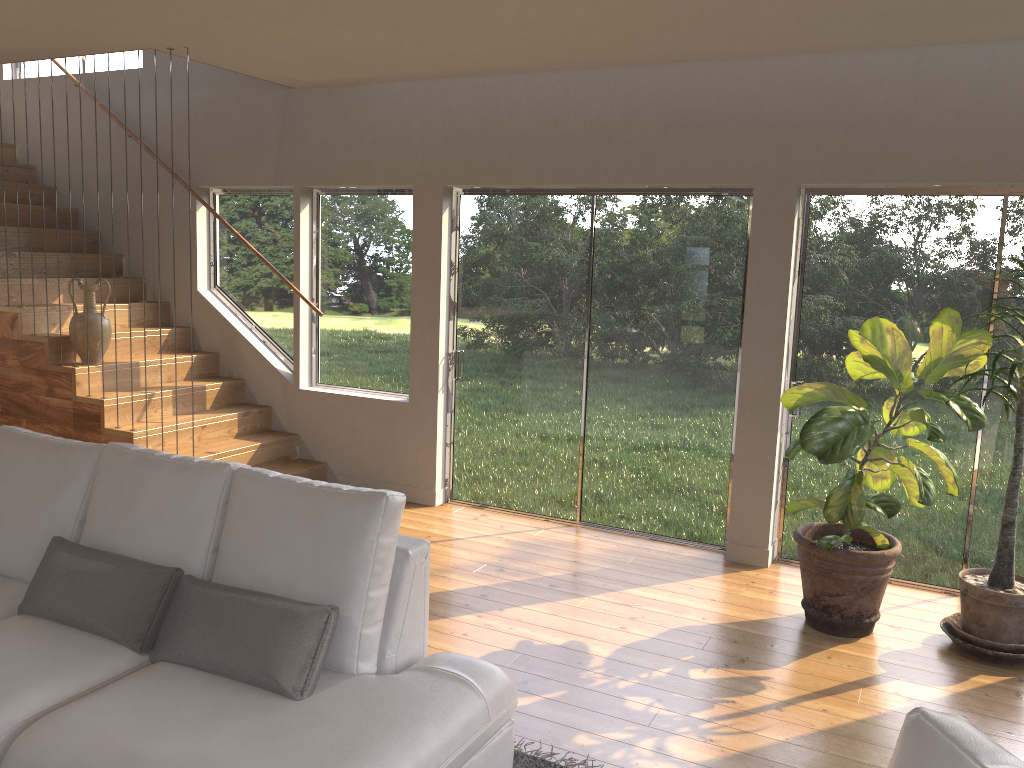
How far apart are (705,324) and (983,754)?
4.0m

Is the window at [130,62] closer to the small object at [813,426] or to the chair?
the small object at [813,426]

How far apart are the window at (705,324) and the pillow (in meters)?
3.17

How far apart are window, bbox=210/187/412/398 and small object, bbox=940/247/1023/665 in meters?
3.6

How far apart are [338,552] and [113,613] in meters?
0.8

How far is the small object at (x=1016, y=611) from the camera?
3.9m

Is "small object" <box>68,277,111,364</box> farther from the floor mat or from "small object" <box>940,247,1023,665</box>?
"small object" <box>940,247,1023,665</box>

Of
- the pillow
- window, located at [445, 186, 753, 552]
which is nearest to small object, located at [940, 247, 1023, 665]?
window, located at [445, 186, 753, 552]

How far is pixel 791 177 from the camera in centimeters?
475cm

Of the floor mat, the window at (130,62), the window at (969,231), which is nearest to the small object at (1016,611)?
the window at (969,231)
